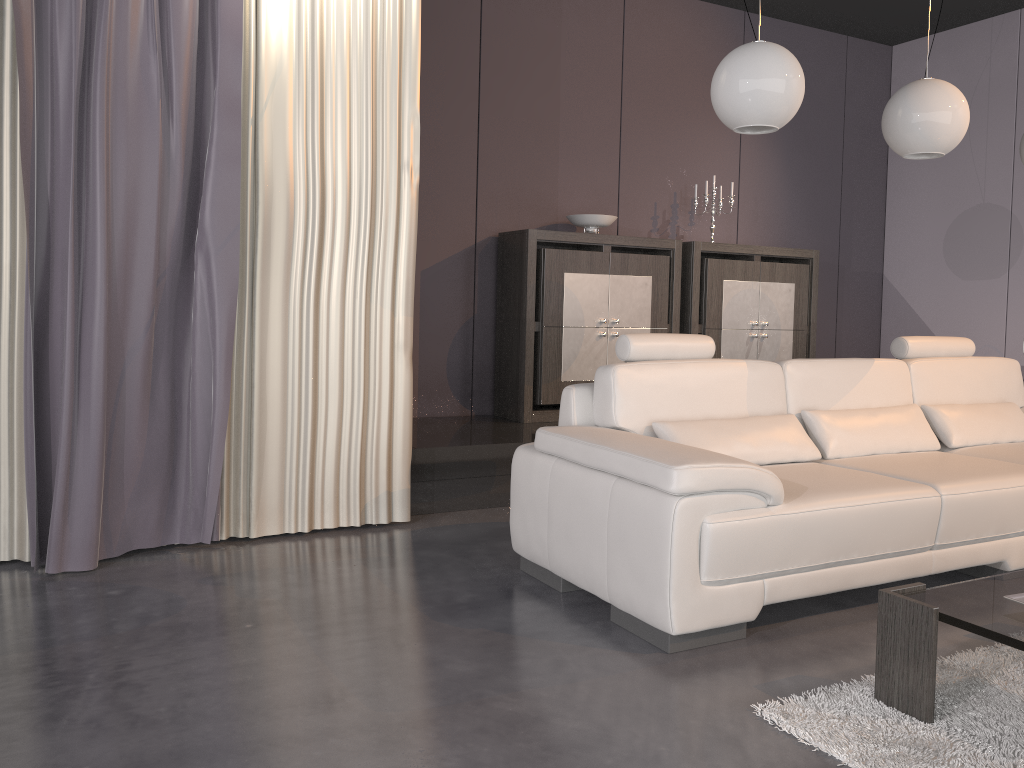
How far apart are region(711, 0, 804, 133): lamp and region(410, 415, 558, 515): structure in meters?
1.8

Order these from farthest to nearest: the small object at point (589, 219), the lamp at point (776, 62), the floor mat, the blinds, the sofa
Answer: the small object at point (589, 219), the blinds, the lamp at point (776, 62), the sofa, the floor mat

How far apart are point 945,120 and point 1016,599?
1.9 meters

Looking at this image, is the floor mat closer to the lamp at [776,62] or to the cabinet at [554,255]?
the lamp at [776,62]

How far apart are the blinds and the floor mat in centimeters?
201cm

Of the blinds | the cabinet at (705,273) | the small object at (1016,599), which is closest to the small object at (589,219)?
the cabinet at (705,273)

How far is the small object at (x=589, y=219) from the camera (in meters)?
5.12

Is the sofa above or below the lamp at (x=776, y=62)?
below

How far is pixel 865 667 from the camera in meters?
2.4

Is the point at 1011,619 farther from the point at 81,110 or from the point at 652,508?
the point at 81,110
